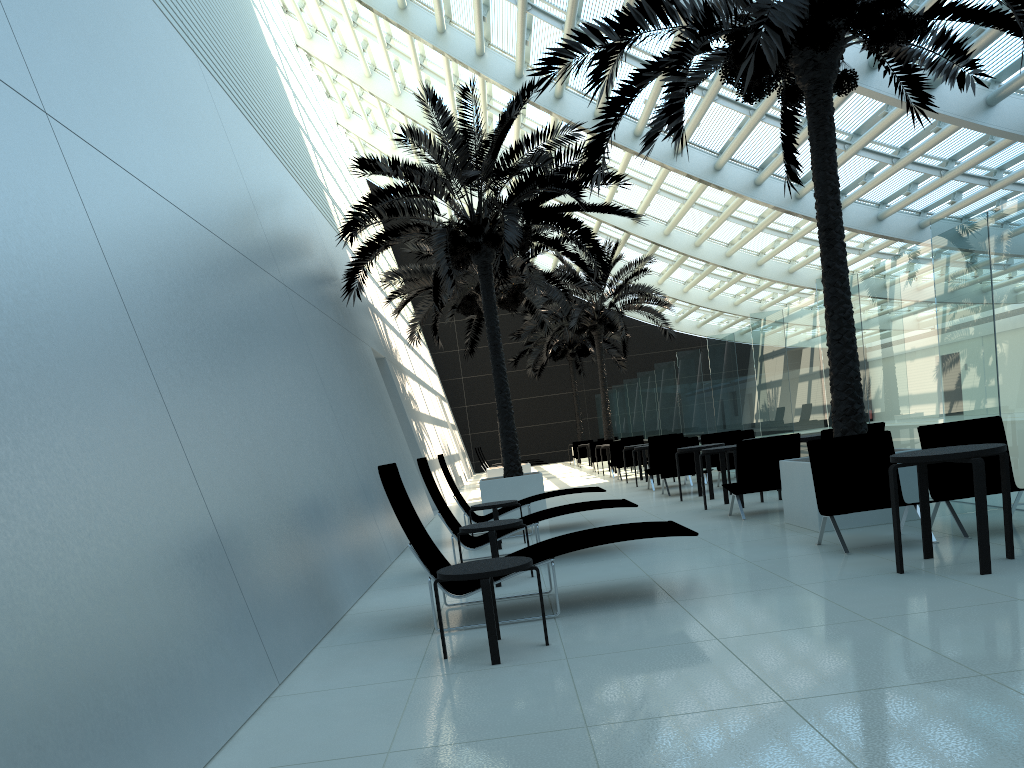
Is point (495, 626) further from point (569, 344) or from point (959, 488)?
point (569, 344)

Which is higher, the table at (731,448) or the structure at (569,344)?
the structure at (569,344)

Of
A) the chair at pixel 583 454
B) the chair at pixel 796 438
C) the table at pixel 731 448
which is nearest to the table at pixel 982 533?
the chair at pixel 796 438

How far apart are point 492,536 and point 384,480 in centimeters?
173cm

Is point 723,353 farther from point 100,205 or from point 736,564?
point 100,205

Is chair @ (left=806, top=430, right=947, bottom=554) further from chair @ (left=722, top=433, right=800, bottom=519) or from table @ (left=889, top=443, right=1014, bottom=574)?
chair @ (left=722, top=433, right=800, bottom=519)

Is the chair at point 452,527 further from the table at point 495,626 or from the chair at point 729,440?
the chair at point 729,440

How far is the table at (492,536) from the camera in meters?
7.2

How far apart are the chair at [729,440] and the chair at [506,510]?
4.4m

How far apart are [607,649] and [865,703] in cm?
158
